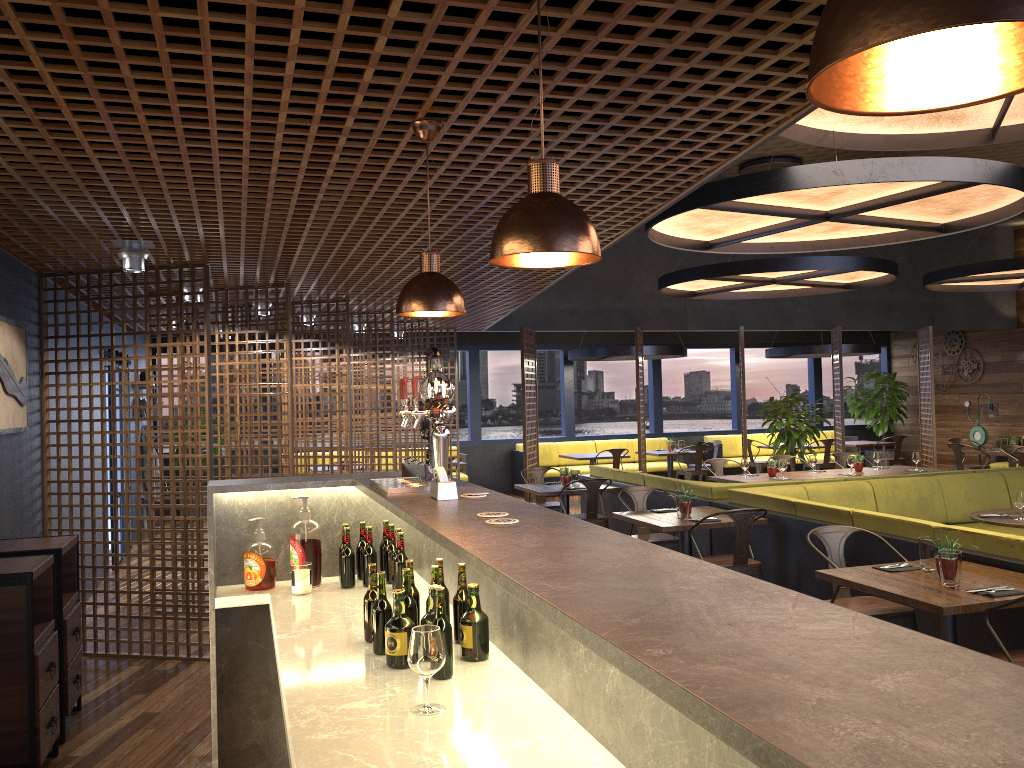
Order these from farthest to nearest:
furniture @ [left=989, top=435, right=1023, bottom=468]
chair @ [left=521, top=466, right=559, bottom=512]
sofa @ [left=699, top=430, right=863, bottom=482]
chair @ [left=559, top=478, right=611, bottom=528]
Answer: sofa @ [left=699, top=430, right=863, bottom=482] < furniture @ [left=989, top=435, right=1023, bottom=468] < chair @ [left=521, top=466, right=559, bottom=512] < chair @ [left=559, top=478, right=611, bottom=528]

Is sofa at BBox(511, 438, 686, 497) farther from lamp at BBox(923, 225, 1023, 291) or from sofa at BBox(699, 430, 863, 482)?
lamp at BBox(923, 225, 1023, 291)

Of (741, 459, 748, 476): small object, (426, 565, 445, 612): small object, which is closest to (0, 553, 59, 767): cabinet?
(426, 565, 445, 612): small object

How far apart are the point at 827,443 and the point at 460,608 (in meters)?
13.11

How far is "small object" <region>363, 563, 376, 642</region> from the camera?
2.89m

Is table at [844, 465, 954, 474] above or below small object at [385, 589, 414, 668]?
below

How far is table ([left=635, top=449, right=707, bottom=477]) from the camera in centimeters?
1445cm

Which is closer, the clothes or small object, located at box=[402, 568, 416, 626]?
small object, located at box=[402, 568, 416, 626]

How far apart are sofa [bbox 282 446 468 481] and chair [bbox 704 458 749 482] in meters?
5.0 m

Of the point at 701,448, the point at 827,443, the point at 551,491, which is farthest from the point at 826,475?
the point at 827,443
